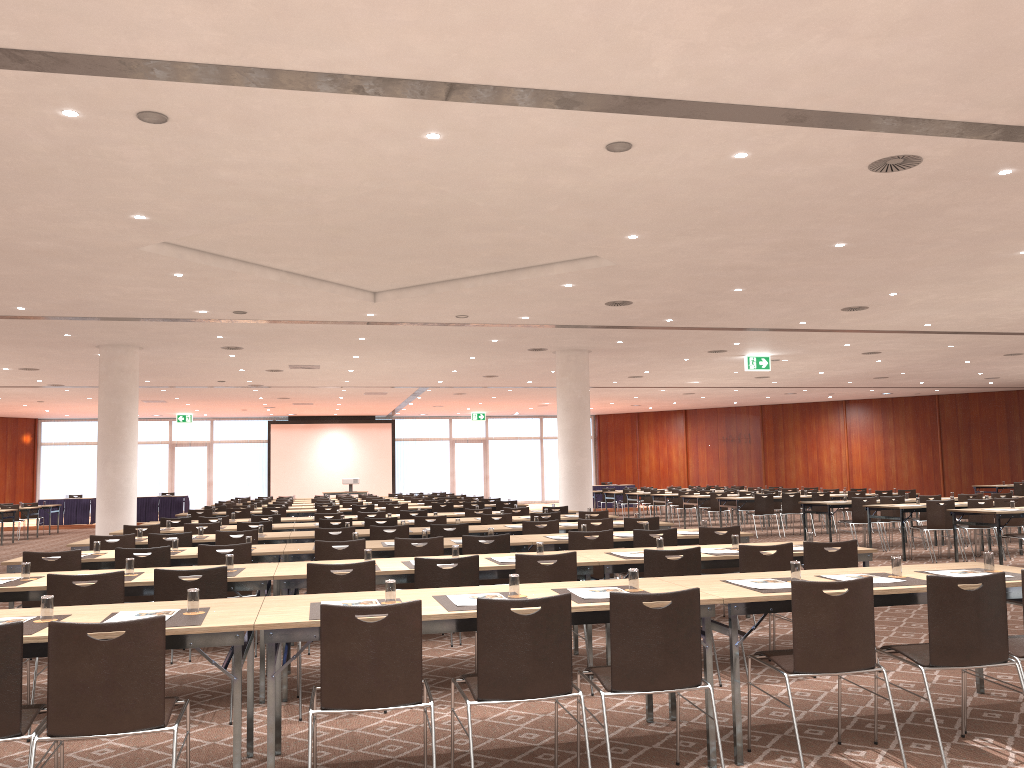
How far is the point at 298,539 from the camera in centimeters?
980cm

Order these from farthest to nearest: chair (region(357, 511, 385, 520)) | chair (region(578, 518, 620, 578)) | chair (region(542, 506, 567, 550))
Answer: chair (region(542, 506, 567, 550))
chair (region(357, 511, 385, 520))
chair (region(578, 518, 620, 578))

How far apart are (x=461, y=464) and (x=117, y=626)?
34.8 meters

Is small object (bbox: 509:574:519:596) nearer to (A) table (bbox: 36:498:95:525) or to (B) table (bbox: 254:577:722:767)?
(B) table (bbox: 254:577:722:767)

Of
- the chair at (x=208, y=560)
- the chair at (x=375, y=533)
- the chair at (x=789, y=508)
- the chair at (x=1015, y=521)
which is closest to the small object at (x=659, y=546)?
the chair at (x=208, y=560)

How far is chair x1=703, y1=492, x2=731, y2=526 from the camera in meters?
20.8 m

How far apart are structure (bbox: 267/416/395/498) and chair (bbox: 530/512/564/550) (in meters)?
25.46

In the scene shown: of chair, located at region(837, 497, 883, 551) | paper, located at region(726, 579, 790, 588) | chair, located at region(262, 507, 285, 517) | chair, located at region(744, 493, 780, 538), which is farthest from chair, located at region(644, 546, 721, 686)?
chair, located at region(744, 493, 780, 538)

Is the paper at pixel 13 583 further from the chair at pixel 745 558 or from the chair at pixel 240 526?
the chair at pixel 240 526

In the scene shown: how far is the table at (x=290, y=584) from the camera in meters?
5.9
